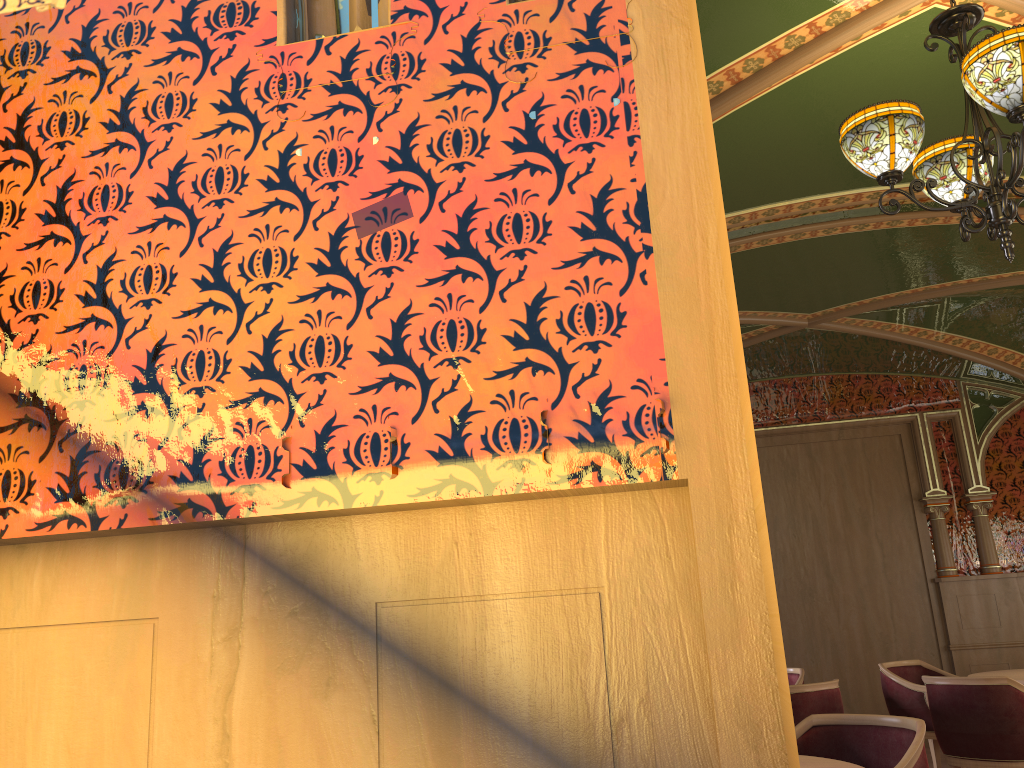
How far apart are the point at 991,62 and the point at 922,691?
4.9 meters

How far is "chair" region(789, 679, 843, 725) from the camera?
5.2 meters

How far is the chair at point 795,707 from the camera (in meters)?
5.17

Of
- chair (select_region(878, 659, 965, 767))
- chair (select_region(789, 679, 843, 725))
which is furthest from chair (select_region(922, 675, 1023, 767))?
chair (select_region(878, 659, 965, 767))

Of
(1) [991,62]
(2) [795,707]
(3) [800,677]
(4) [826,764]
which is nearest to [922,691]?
(3) [800,677]

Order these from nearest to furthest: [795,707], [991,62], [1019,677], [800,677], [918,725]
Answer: [991,62], [918,725], [795,707], [1019,677], [800,677]

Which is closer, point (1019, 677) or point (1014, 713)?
point (1014, 713)

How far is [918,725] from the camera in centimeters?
327cm

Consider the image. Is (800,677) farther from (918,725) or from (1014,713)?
(918,725)

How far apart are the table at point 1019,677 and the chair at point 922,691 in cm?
55
